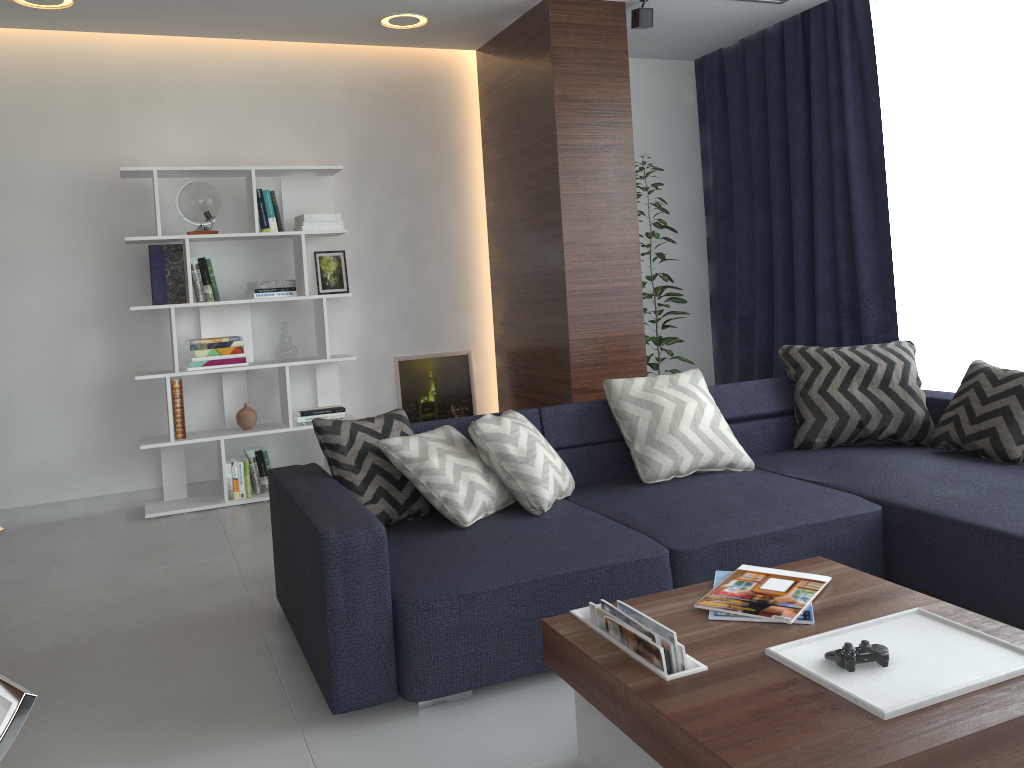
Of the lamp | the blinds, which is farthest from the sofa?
the lamp

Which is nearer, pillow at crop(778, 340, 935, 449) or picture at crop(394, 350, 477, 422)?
pillow at crop(778, 340, 935, 449)

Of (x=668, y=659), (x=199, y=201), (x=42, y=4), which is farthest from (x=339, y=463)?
(x=42, y=4)

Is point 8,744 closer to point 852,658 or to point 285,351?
point 852,658

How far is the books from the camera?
1.77m

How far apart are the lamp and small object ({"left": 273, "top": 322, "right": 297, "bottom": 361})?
1.70m

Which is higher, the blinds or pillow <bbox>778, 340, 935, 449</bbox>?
the blinds

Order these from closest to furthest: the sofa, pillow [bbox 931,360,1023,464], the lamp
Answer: the sofa → pillow [bbox 931,360,1023,464] → the lamp

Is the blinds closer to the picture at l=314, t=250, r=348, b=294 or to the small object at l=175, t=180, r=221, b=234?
the picture at l=314, t=250, r=348, b=294

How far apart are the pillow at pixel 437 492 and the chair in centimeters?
192cm
